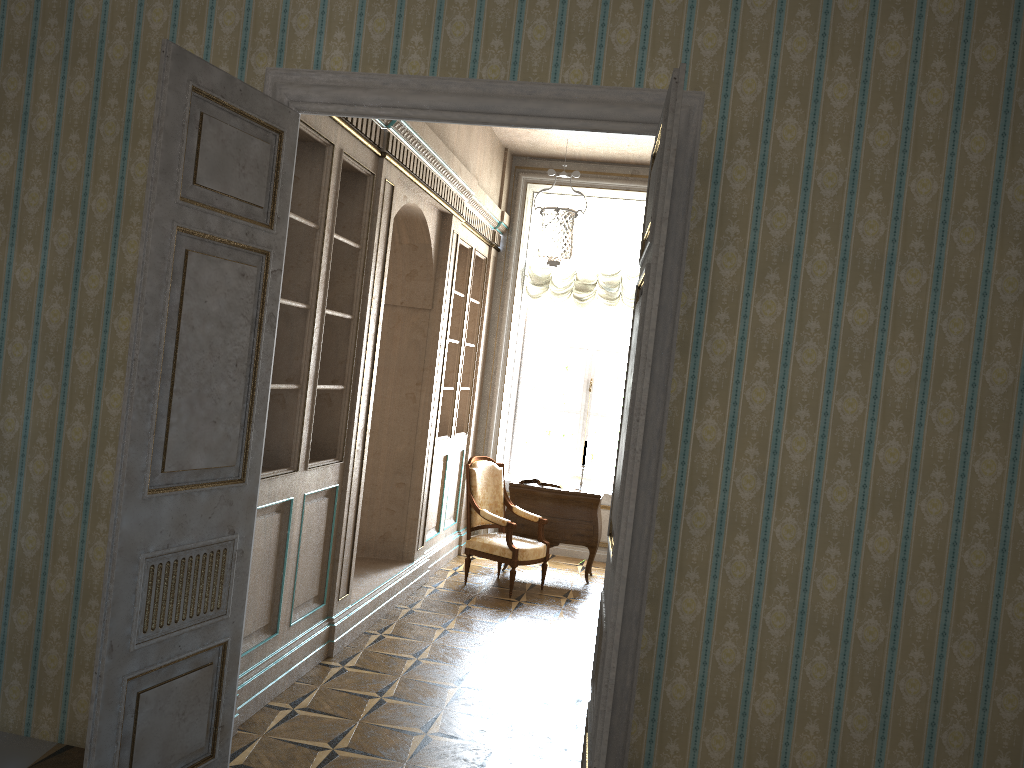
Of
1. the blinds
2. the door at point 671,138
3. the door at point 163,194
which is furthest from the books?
the door at point 671,138

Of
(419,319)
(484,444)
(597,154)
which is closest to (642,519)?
(419,319)

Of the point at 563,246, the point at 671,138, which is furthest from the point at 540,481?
the point at 671,138

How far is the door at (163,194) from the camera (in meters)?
2.86

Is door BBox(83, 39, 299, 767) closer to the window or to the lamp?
the lamp

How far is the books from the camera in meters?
7.7 m

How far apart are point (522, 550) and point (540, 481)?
0.96m

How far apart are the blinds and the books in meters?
1.8

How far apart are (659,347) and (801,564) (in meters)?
0.92

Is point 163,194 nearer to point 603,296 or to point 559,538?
point 559,538
